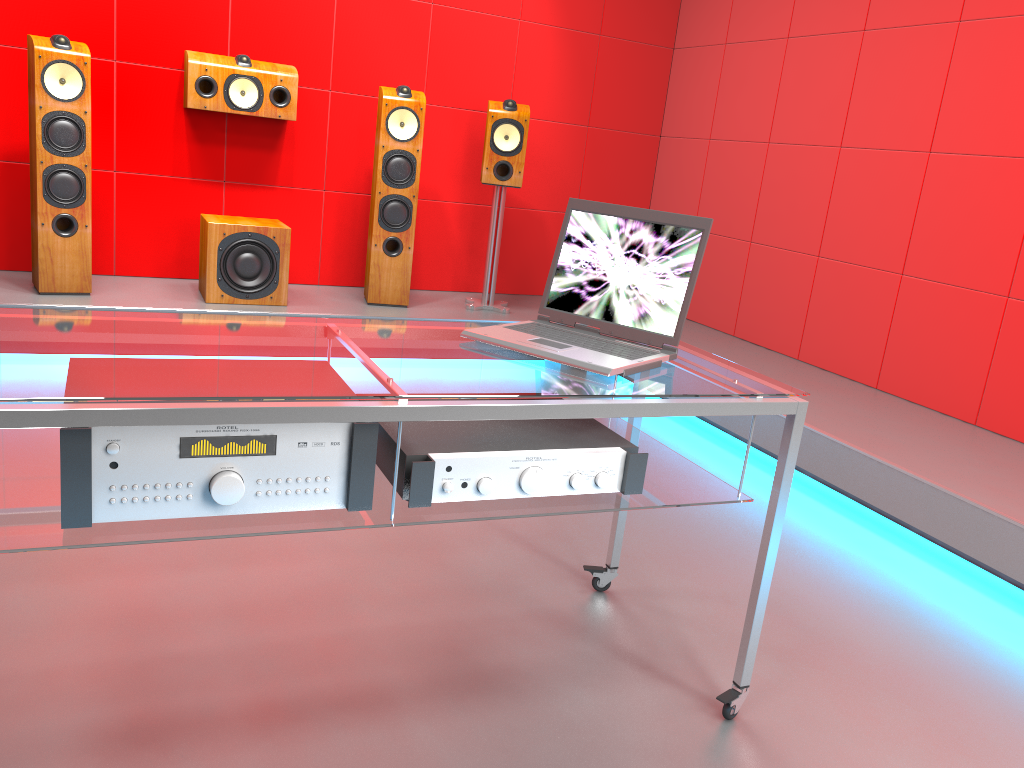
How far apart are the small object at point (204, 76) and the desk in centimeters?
279cm

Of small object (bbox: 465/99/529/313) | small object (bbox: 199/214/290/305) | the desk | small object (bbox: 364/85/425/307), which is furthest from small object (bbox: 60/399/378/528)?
small object (bbox: 465/99/529/313)

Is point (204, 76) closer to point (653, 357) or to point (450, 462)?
point (653, 357)

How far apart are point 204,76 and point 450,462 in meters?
3.3

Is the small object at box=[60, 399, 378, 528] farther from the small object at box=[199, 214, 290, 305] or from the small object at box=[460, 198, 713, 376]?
the small object at box=[199, 214, 290, 305]

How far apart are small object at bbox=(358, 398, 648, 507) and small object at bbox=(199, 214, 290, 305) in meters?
2.7

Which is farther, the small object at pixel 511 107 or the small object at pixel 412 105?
the small object at pixel 511 107

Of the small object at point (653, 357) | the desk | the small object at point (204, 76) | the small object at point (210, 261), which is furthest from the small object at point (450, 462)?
the small object at point (204, 76)

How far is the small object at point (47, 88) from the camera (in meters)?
3.54

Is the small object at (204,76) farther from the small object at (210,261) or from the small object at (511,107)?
the small object at (511,107)
